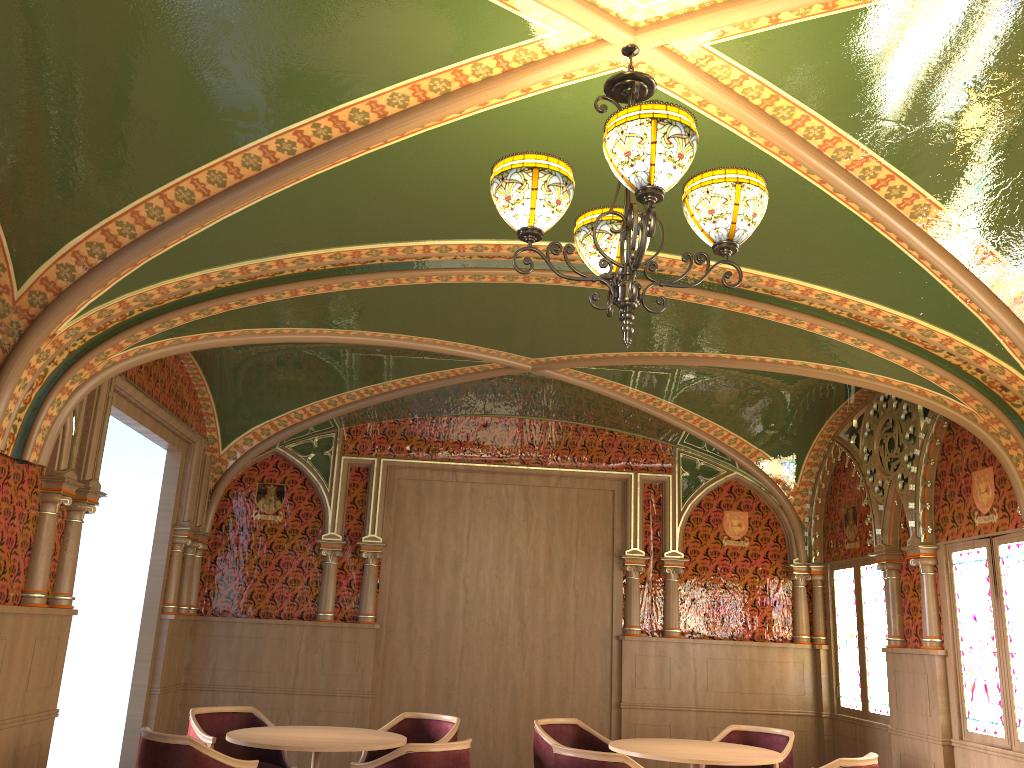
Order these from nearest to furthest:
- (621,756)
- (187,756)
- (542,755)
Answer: (187,756), (621,756), (542,755)

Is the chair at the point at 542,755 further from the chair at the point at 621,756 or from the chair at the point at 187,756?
the chair at the point at 187,756

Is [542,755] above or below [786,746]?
below

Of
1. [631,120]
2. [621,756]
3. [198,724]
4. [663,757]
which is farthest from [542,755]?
[631,120]

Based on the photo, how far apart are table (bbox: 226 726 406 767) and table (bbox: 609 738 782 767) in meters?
1.4

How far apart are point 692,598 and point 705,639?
0.40m

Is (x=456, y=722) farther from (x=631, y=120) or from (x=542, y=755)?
(x=631, y=120)

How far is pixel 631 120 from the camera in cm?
263

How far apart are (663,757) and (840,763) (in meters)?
1.04

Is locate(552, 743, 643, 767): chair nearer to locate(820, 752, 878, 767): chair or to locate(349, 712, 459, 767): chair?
locate(820, 752, 878, 767): chair
